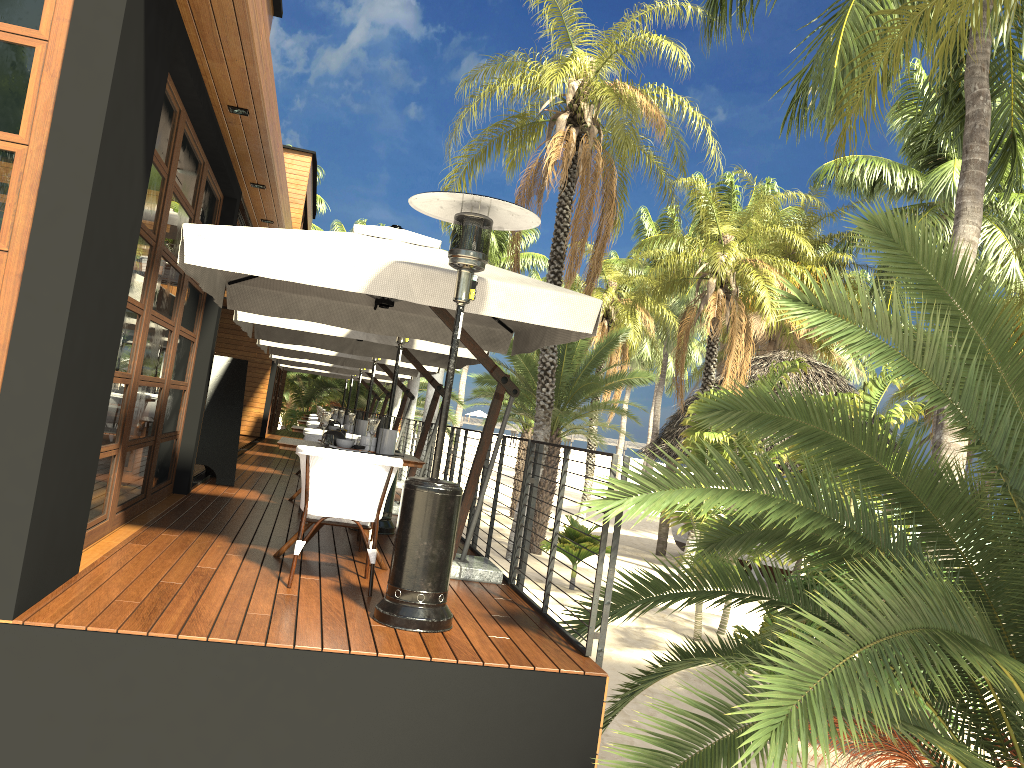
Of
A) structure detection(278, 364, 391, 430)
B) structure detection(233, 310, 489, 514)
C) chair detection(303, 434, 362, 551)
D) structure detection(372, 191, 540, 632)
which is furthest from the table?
structure detection(278, 364, 391, 430)

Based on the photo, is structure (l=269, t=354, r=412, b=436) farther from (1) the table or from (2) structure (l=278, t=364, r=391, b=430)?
(1) the table

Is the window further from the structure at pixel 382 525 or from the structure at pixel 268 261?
the structure at pixel 382 525

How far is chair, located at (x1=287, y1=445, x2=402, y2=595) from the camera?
4.92m

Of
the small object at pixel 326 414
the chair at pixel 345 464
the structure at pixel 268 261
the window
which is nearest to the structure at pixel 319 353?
the window

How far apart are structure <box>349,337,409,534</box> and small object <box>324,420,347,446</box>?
1.8m

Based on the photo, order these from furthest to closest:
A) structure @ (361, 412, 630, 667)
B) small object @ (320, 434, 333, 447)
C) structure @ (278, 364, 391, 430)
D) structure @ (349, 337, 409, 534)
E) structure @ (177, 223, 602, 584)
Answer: structure @ (278, 364, 391, 430) → structure @ (349, 337, 409, 534) → small object @ (320, 434, 333, 447) → structure @ (177, 223, 602, 584) → structure @ (361, 412, 630, 667)

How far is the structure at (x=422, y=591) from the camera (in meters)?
4.37

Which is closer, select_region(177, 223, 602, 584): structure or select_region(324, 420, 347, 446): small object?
select_region(177, 223, 602, 584): structure

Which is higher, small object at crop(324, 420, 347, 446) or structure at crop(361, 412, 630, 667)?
small object at crop(324, 420, 347, 446)
